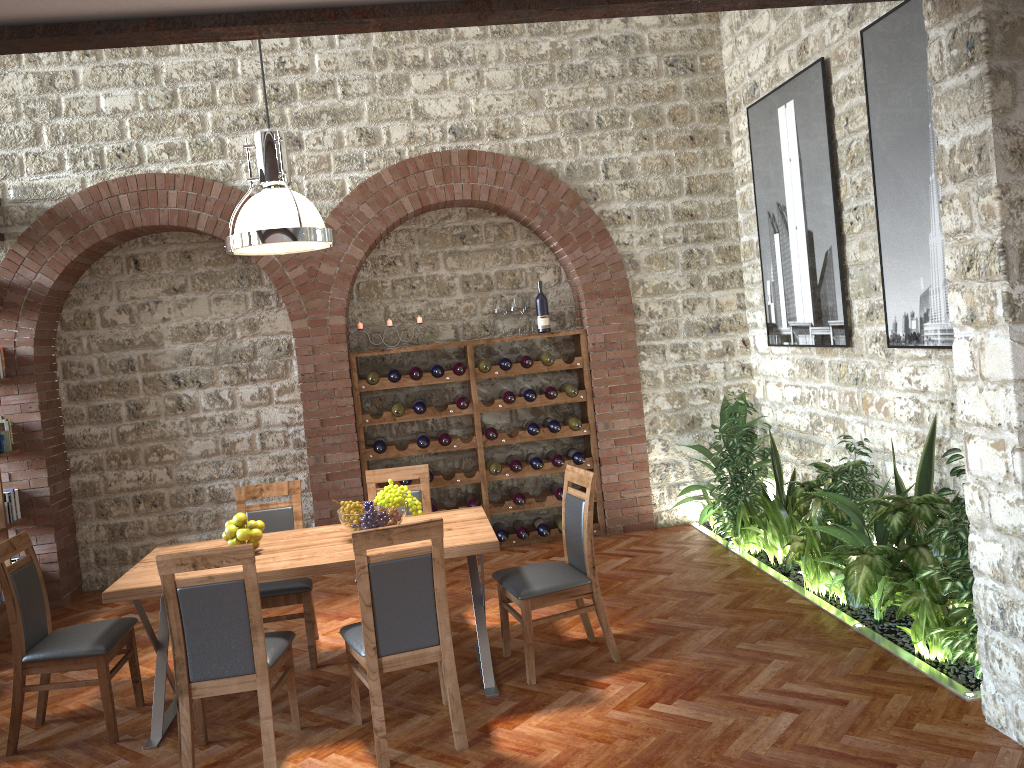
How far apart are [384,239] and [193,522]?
2.82m

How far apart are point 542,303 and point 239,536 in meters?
3.6

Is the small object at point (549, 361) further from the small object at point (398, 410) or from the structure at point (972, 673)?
the structure at point (972, 673)

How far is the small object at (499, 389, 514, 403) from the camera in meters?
7.1 m

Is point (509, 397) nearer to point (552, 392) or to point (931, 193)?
point (552, 392)

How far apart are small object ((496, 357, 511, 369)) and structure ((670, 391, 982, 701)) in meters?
1.7

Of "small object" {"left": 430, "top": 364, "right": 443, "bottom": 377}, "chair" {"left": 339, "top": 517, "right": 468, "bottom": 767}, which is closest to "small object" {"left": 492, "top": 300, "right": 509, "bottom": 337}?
"small object" {"left": 430, "top": 364, "right": 443, "bottom": 377}

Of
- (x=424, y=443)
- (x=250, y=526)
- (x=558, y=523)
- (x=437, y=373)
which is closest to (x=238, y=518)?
(x=250, y=526)

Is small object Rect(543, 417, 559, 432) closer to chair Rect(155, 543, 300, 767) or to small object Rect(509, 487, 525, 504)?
small object Rect(509, 487, 525, 504)

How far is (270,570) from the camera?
4.1 meters
